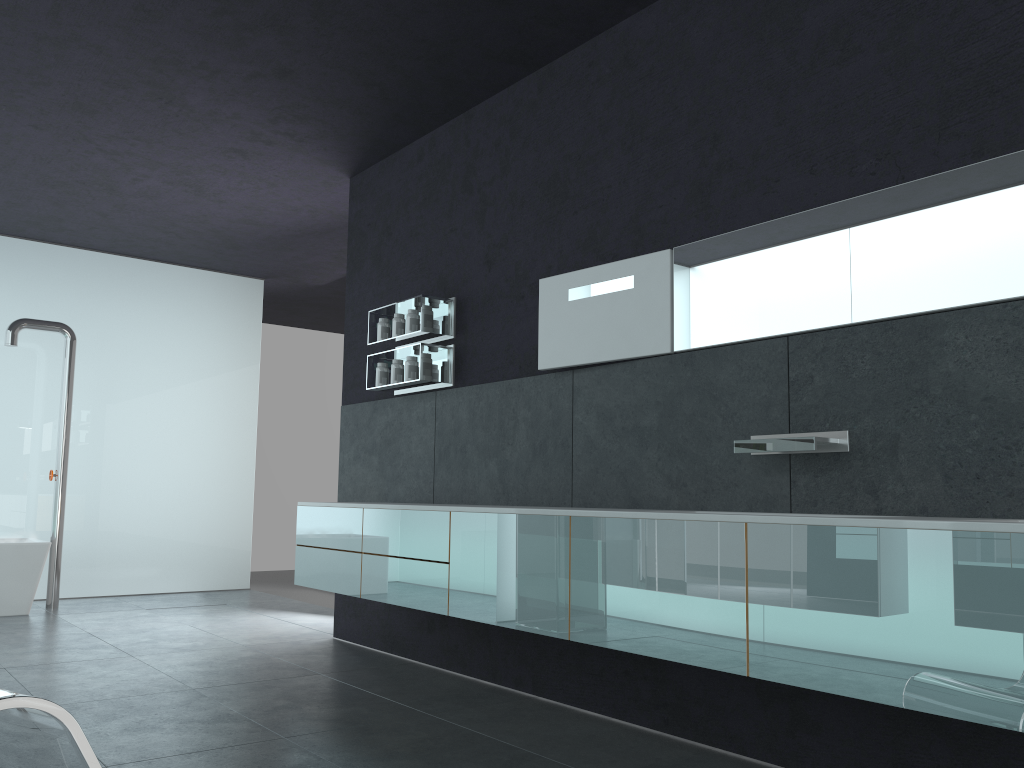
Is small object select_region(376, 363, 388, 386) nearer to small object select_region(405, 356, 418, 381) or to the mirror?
small object select_region(405, 356, 418, 381)

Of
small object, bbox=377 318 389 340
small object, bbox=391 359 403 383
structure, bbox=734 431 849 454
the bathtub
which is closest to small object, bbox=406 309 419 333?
small object, bbox=391 359 403 383

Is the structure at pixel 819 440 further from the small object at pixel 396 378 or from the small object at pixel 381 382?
the small object at pixel 381 382

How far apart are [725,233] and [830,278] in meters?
0.6 m

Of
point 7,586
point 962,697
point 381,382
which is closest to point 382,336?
point 381,382

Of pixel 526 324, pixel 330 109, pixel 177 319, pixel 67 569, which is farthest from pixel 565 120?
pixel 67 569

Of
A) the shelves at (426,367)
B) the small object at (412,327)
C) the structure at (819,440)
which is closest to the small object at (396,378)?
the shelves at (426,367)

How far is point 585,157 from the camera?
5.1m

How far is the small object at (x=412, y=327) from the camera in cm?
610

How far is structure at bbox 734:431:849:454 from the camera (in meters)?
3.57
